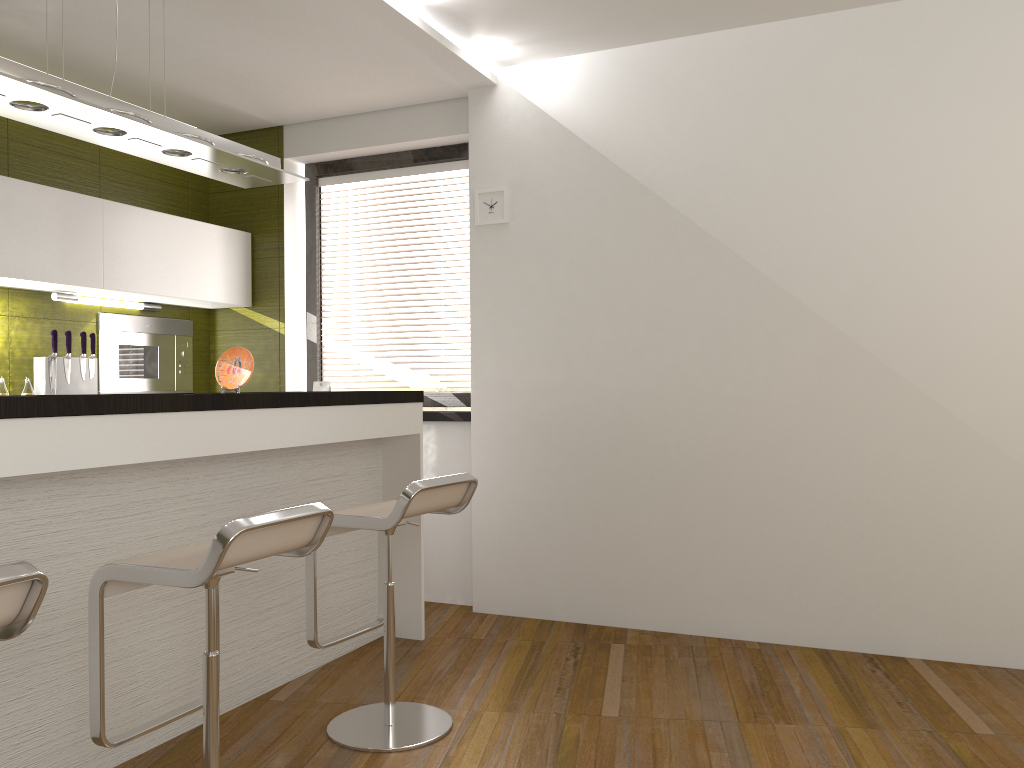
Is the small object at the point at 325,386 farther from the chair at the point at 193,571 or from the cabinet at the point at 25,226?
the chair at the point at 193,571

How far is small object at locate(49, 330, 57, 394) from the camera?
4.18m

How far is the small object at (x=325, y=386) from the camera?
5.03m

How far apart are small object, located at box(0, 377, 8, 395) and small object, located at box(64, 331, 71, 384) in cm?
34

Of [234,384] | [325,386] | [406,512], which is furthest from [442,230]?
[406,512]

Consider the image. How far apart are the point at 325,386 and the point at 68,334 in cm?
135

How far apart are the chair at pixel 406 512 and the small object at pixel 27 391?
2.00m

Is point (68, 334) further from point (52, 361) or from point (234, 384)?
point (234, 384)

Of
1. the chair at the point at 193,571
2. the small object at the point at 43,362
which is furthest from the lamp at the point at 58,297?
the chair at the point at 193,571

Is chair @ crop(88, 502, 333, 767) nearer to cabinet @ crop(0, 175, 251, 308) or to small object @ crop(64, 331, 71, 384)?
cabinet @ crop(0, 175, 251, 308)
